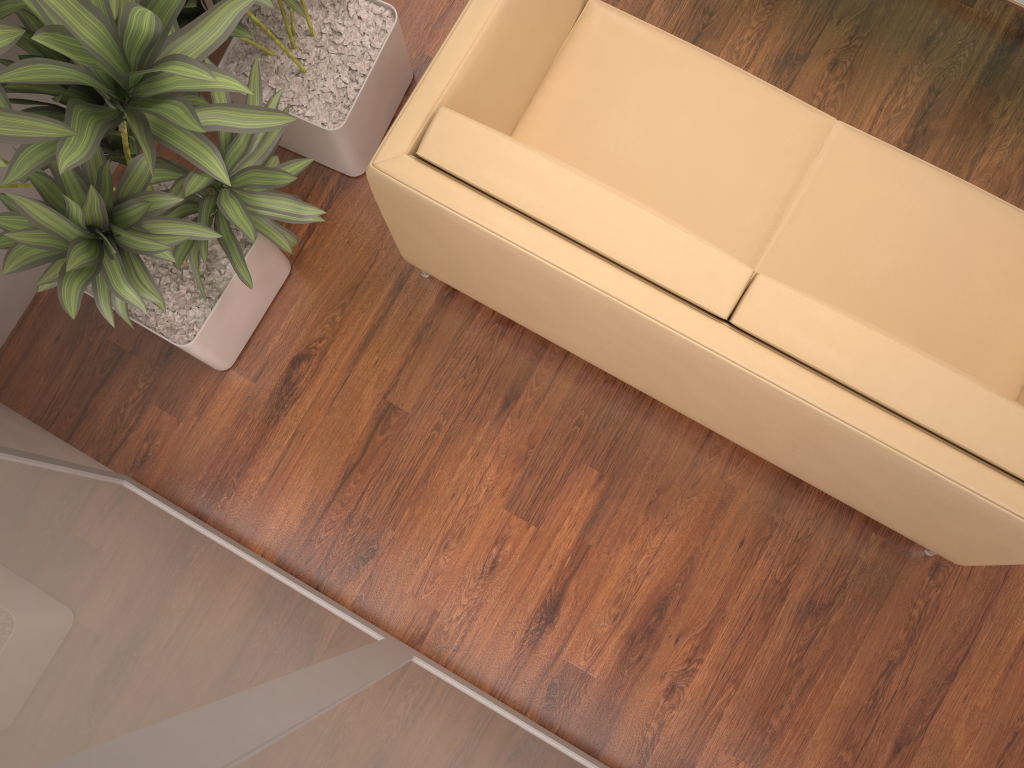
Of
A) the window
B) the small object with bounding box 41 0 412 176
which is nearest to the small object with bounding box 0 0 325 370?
the small object with bounding box 41 0 412 176

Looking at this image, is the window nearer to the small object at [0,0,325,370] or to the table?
the small object at [0,0,325,370]

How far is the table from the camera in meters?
2.3 m

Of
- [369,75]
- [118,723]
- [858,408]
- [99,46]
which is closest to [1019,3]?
[858,408]

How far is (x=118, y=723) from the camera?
1.0m

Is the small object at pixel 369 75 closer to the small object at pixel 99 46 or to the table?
the small object at pixel 99 46

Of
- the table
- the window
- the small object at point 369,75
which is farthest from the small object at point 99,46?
the table

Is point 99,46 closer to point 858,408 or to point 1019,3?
point 858,408

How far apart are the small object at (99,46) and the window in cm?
37

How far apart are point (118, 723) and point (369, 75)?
2.10m
